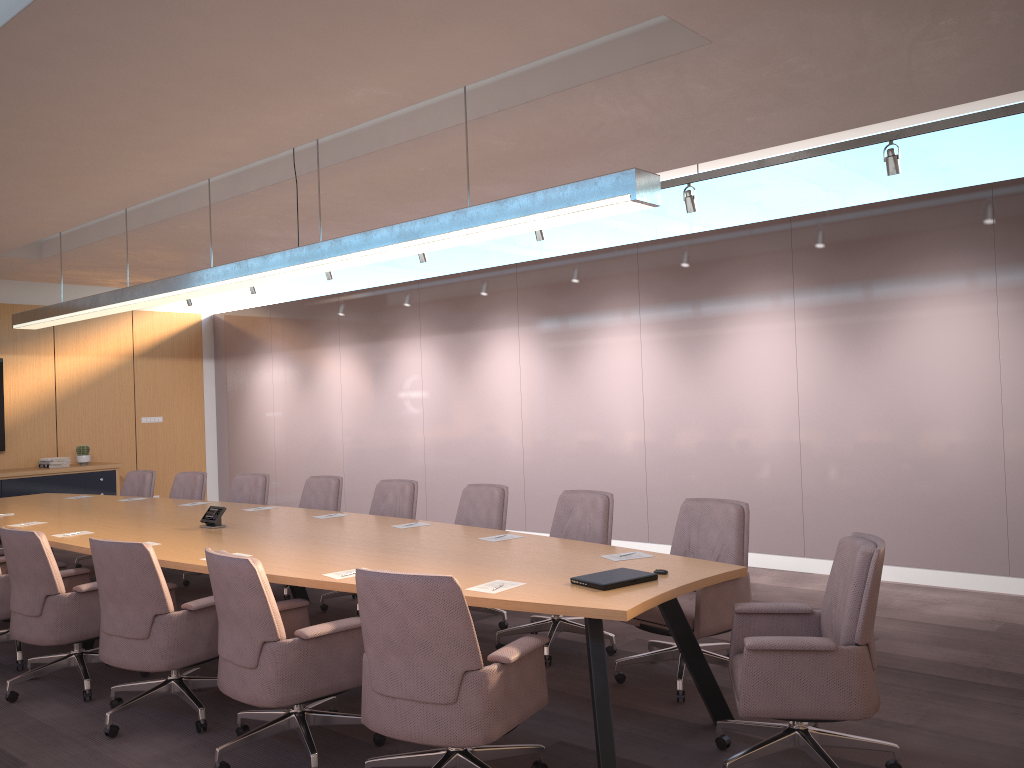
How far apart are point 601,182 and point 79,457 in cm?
1010

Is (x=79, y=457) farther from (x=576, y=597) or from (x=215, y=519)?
(x=576, y=597)

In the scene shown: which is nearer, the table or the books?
the table

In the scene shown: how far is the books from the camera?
11.34m

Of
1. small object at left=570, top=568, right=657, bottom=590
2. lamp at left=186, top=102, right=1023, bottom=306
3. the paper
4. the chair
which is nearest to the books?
lamp at left=186, top=102, right=1023, bottom=306

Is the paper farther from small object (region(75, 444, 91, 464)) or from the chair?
small object (region(75, 444, 91, 464))

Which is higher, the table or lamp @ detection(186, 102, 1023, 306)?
lamp @ detection(186, 102, 1023, 306)

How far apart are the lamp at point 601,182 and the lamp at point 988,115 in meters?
2.7 m

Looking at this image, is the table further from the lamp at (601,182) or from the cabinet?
the cabinet

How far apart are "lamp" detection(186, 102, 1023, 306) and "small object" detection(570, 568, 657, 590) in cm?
Answer: 348
